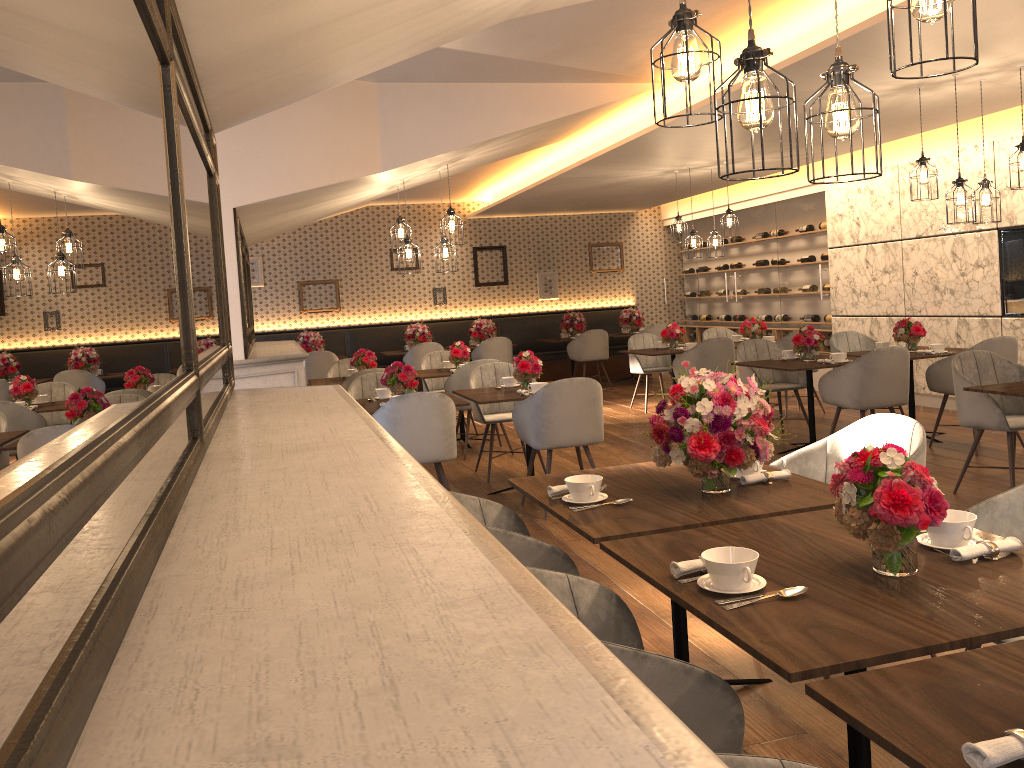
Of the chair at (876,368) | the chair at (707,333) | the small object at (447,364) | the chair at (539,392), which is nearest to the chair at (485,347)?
the chair at (707,333)

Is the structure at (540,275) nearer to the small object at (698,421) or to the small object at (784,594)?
the small object at (698,421)

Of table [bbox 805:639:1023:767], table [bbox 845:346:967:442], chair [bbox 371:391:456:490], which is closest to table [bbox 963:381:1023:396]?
table [bbox 845:346:967:442]

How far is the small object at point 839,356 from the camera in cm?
680

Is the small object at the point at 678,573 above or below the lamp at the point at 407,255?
below

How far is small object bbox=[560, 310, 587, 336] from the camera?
13.0m

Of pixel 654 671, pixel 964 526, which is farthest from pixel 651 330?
pixel 654 671

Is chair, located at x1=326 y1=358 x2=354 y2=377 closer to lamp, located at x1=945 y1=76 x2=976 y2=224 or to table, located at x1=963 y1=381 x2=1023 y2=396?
lamp, located at x1=945 y1=76 x2=976 y2=224

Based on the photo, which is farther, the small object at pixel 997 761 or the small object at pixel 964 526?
the small object at pixel 964 526

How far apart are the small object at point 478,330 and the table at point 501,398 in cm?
610
